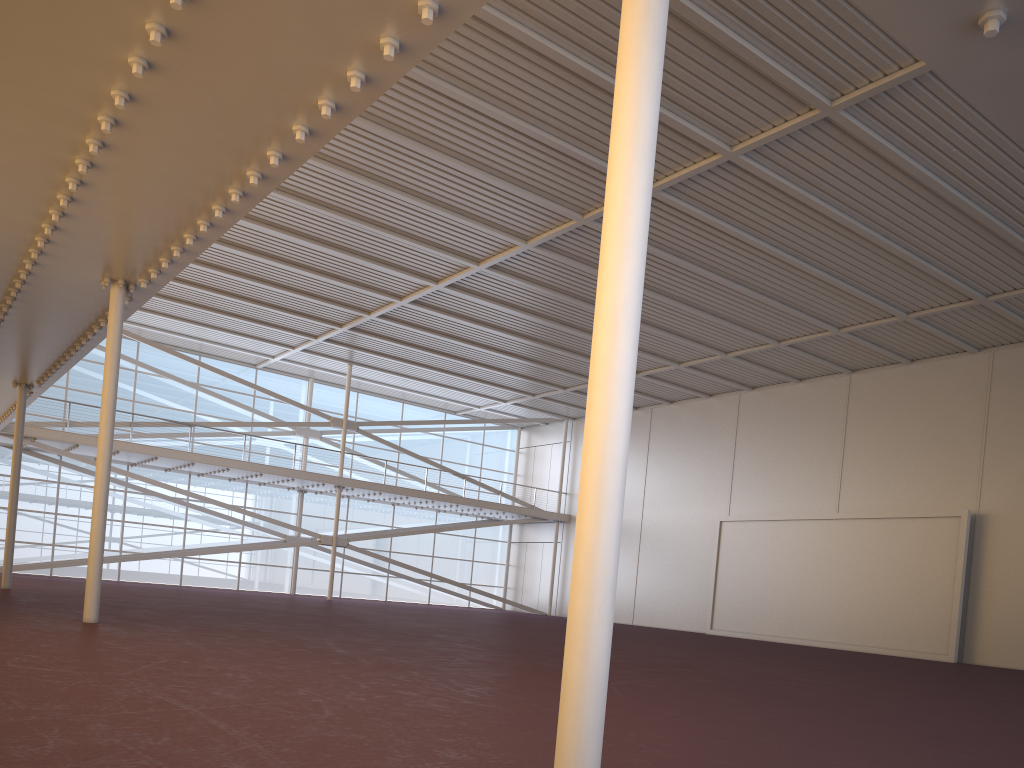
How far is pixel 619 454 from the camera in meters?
3.7

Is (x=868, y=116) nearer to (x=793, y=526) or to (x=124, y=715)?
(x=124, y=715)
